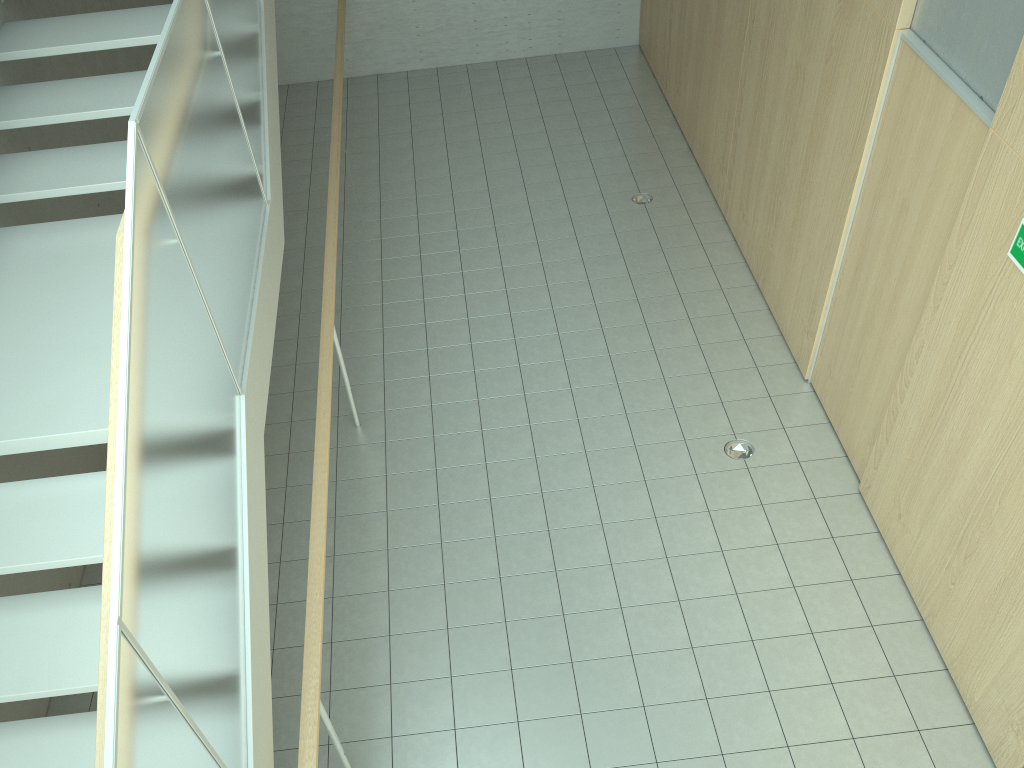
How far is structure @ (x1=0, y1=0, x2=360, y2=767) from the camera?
2.3m

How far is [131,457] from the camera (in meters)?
2.29

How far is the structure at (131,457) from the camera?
2.3m
